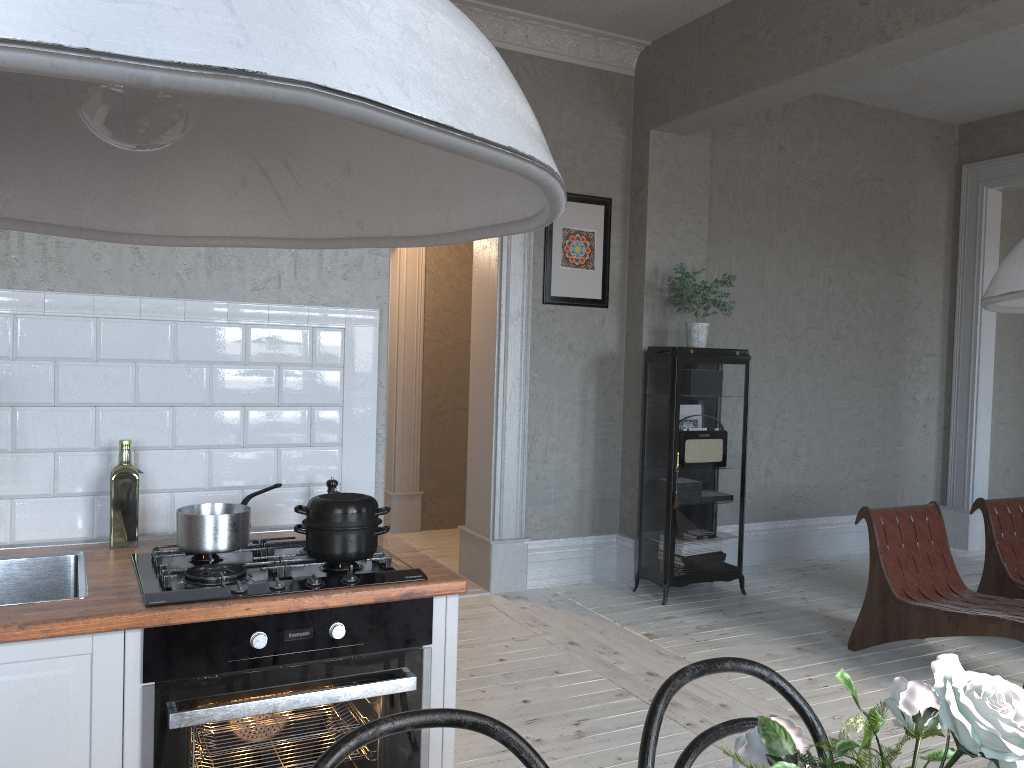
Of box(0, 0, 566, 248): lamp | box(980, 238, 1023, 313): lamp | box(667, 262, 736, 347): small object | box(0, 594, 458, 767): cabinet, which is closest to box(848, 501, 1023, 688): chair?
box(667, 262, 736, 347): small object

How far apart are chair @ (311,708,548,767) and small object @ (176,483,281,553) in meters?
1.2 m

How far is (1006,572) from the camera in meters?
4.5

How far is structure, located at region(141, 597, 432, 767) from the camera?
1.8m

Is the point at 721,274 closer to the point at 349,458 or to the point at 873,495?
the point at 873,495

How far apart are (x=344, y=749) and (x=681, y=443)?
4.0 meters

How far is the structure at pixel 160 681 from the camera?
1.8 meters

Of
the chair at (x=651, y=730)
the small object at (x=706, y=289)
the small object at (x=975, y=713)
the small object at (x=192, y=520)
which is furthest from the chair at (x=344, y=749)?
the small object at (x=706, y=289)

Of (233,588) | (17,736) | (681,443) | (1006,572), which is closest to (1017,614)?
(1006,572)

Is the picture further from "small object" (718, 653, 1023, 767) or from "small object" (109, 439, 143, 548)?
"small object" (718, 653, 1023, 767)
